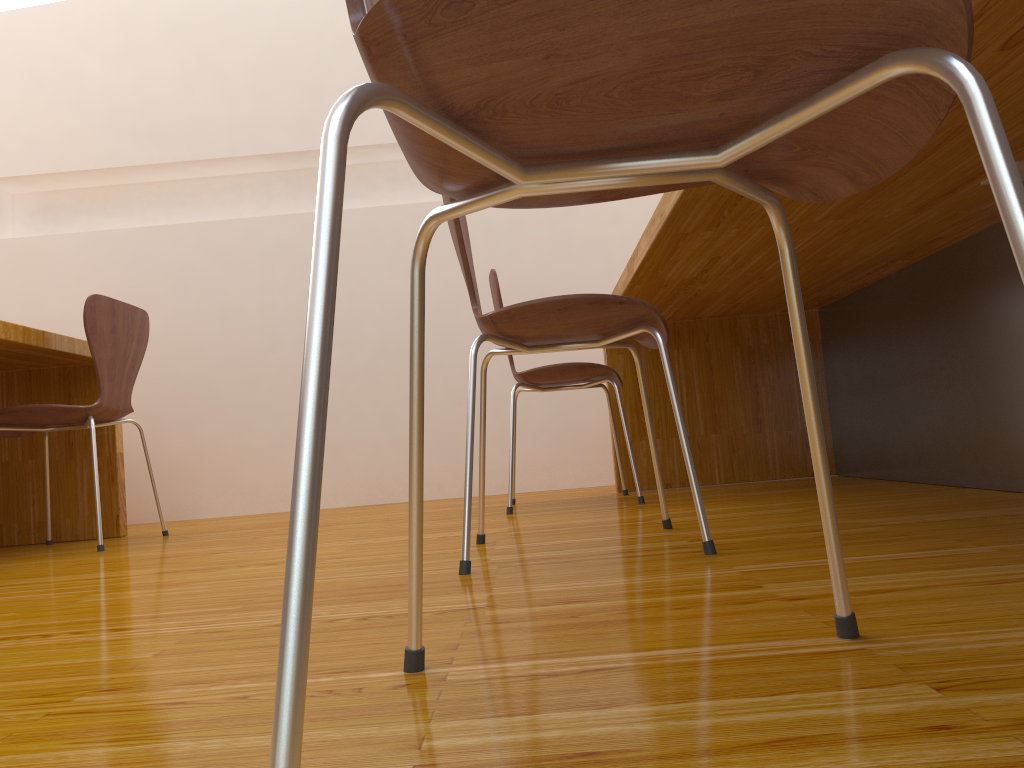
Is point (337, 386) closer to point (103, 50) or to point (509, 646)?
point (103, 50)

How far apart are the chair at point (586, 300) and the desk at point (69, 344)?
1.33m

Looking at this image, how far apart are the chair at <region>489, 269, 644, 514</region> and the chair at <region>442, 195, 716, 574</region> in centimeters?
71cm

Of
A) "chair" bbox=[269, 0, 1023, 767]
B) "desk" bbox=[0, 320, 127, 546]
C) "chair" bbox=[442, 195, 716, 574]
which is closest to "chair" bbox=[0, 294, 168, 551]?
"desk" bbox=[0, 320, 127, 546]

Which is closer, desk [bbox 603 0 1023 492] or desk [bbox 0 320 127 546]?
desk [bbox 603 0 1023 492]

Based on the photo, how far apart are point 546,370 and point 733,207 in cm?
101

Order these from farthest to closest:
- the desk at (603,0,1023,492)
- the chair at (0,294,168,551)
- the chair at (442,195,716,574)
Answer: the chair at (0,294,168,551) → the desk at (603,0,1023,492) → the chair at (442,195,716,574)

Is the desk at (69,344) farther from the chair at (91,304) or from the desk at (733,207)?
the desk at (733,207)

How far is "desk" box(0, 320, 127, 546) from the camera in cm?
257

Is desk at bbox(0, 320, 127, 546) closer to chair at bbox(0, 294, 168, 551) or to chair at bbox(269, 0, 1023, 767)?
chair at bbox(0, 294, 168, 551)
